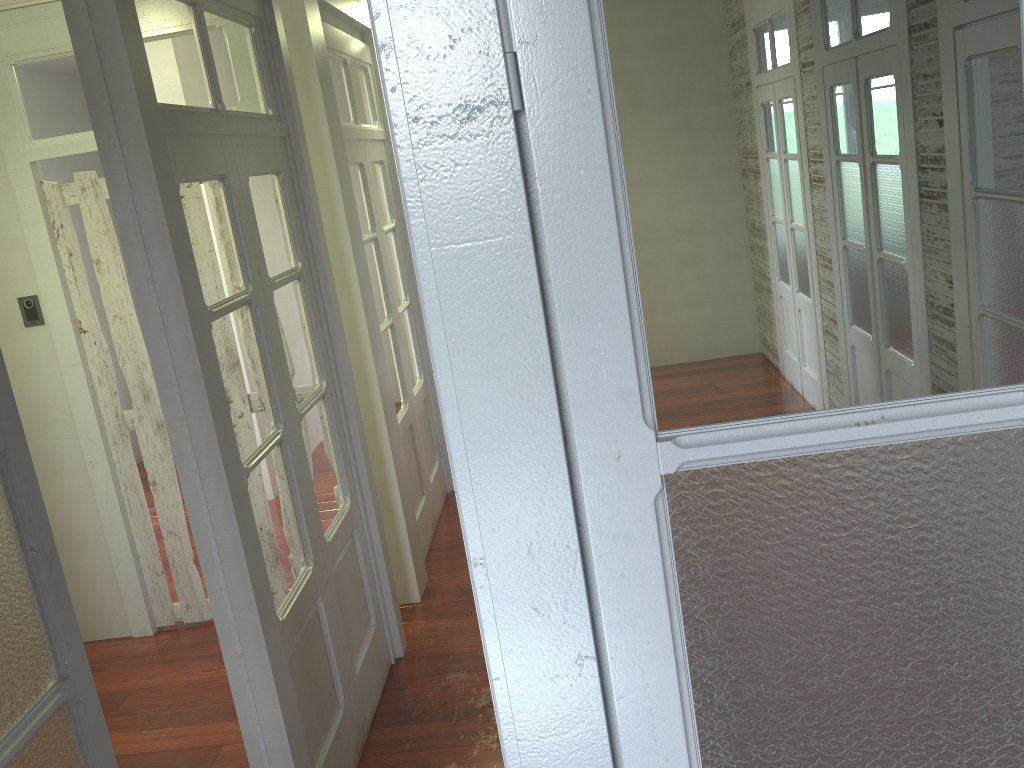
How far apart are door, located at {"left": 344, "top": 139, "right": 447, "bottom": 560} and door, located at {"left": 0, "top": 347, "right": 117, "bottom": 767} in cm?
279

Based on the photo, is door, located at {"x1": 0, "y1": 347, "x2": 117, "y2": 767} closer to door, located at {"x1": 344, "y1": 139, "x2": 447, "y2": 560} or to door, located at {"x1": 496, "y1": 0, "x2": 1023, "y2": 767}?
door, located at {"x1": 496, "y1": 0, "x2": 1023, "y2": 767}

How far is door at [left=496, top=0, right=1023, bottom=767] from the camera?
0.8m

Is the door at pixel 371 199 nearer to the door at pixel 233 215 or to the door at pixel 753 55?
the door at pixel 233 215

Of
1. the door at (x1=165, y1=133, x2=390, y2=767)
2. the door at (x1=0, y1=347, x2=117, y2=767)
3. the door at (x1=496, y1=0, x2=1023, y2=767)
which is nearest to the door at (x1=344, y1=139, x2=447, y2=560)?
the door at (x1=165, y1=133, x2=390, y2=767)

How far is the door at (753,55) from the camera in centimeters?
77cm

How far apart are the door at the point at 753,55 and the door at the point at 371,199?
3.41m

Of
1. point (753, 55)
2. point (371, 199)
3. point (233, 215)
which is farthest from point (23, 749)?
point (371, 199)

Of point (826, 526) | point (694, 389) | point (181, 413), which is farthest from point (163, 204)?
point (826, 526)

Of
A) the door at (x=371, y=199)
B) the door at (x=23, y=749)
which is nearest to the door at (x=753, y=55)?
the door at (x=23, y=749)
